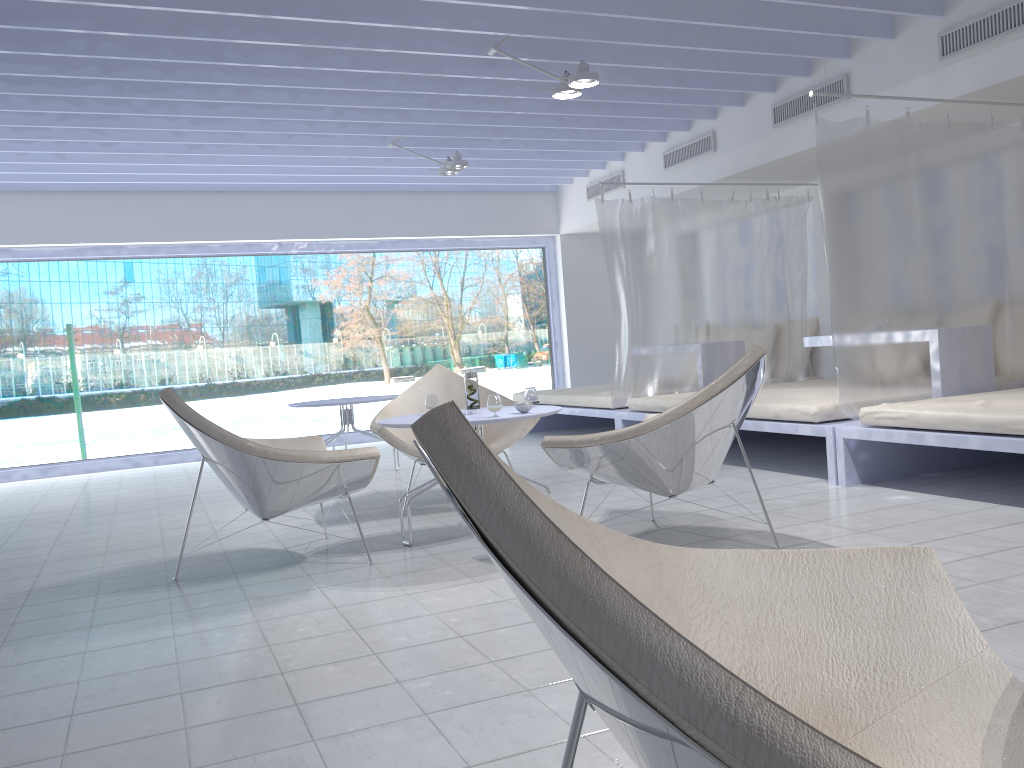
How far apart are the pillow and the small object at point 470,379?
4.4m

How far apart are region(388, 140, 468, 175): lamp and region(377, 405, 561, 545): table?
3.2m

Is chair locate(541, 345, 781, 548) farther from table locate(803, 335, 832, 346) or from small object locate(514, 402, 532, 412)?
table locate(803, 335, 832, 346)

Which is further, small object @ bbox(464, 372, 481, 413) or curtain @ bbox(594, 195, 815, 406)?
curtain @ bbox(594, 195, 815, 406)

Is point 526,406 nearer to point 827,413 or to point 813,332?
point 827,413

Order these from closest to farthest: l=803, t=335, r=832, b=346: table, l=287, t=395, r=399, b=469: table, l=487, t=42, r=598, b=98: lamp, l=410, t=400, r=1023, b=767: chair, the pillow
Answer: l=410, t=400, r=1023, b=767: chair, l=487, t=42, r=598, b=98: lamp, l=803, t=335, r=832, b=346: table, l=287, t=395, r=399, b=469: table, the pillow

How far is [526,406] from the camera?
3.74m

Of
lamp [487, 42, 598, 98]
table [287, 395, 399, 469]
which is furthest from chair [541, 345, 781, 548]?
table [287, 395, 399, 469]

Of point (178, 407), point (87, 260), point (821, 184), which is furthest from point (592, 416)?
point (87, 260)

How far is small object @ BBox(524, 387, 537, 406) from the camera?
4.10m
